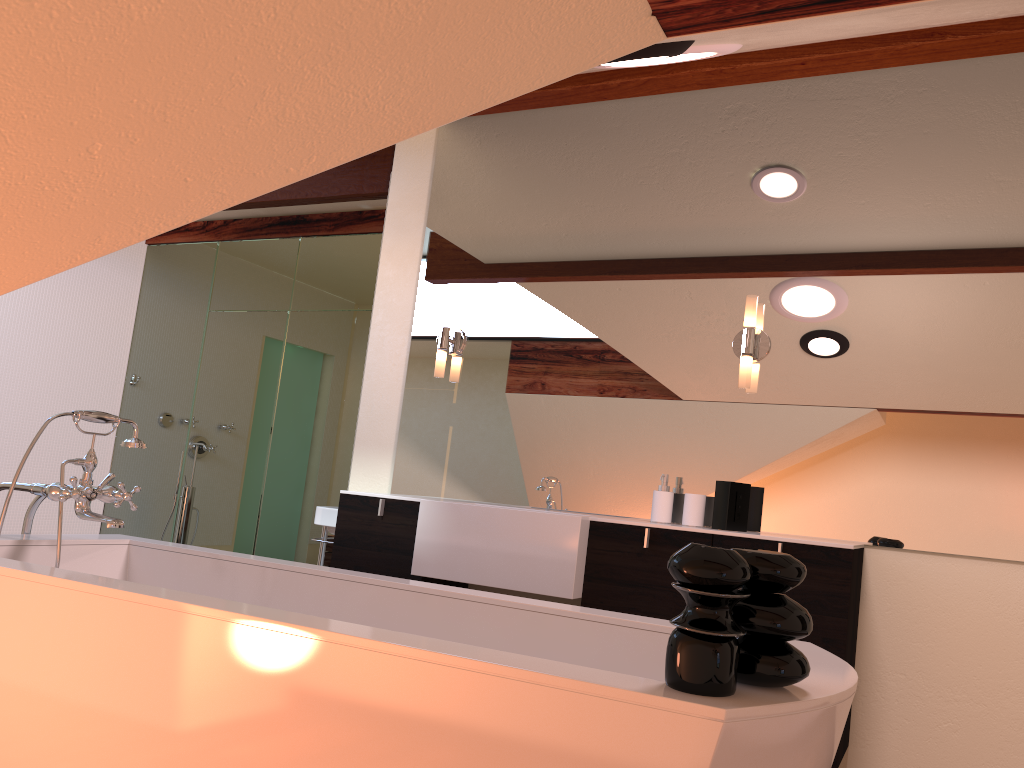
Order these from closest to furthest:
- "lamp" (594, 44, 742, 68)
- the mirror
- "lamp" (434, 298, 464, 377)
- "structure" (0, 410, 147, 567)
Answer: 1. "lamp" (594, 44, 742, 68)
2. "structure" (0, 410, 147, 567)
3. the mirror
4. "lamp" (434, 298, 464, 377)

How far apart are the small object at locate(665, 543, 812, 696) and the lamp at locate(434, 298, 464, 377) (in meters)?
2.39

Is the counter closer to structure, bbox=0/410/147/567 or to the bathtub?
the bathtub

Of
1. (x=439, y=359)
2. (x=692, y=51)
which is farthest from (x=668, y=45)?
(x=439, y=359)

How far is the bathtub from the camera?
1.2m

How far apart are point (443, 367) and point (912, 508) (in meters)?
1.82

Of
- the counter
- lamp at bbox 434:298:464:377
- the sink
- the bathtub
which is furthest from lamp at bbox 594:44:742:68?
the sink

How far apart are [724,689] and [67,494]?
1.75m

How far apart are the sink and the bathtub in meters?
1.4 m

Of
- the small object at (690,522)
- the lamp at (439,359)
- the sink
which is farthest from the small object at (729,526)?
the sink
